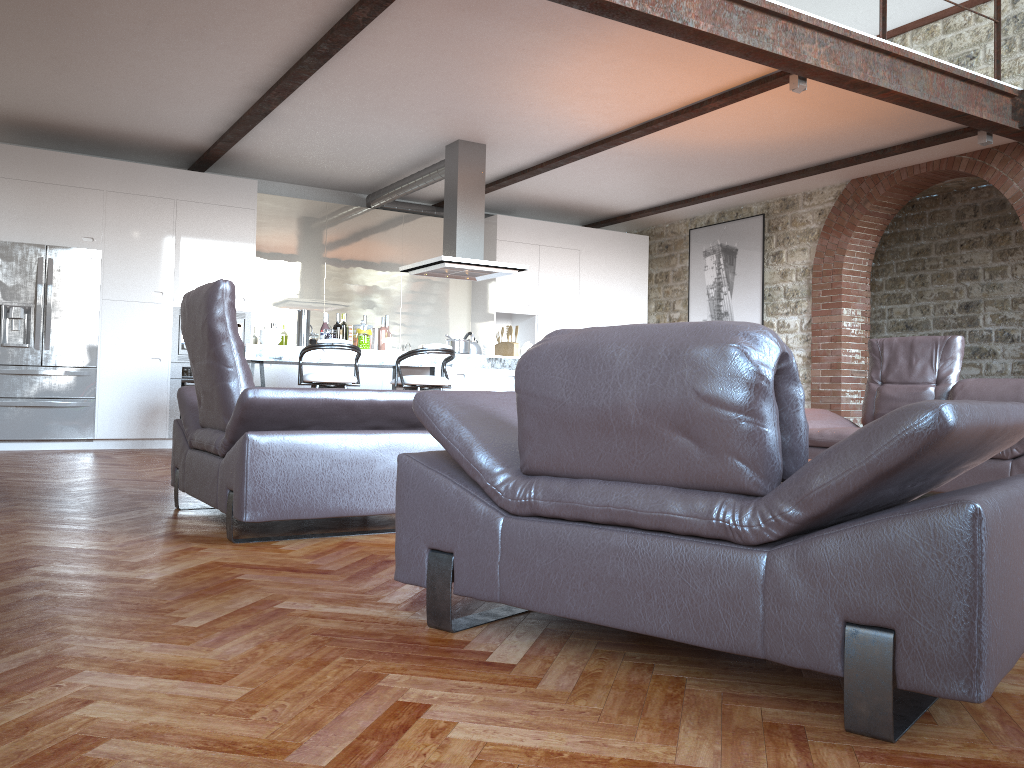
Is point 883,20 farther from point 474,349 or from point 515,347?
point 474,349

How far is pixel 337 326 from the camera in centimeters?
765cm

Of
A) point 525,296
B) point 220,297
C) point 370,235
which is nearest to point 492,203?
point 525,296

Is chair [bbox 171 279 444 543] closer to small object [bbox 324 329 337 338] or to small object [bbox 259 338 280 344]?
small object [bbox 259 338 280 344]

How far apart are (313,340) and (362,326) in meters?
0.5

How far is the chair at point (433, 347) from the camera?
6.82m

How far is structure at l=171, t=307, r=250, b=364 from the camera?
8.52m

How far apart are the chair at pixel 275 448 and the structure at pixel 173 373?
4.38m

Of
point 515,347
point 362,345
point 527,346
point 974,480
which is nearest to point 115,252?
point 362,345

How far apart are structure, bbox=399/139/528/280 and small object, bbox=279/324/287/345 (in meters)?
1.76
